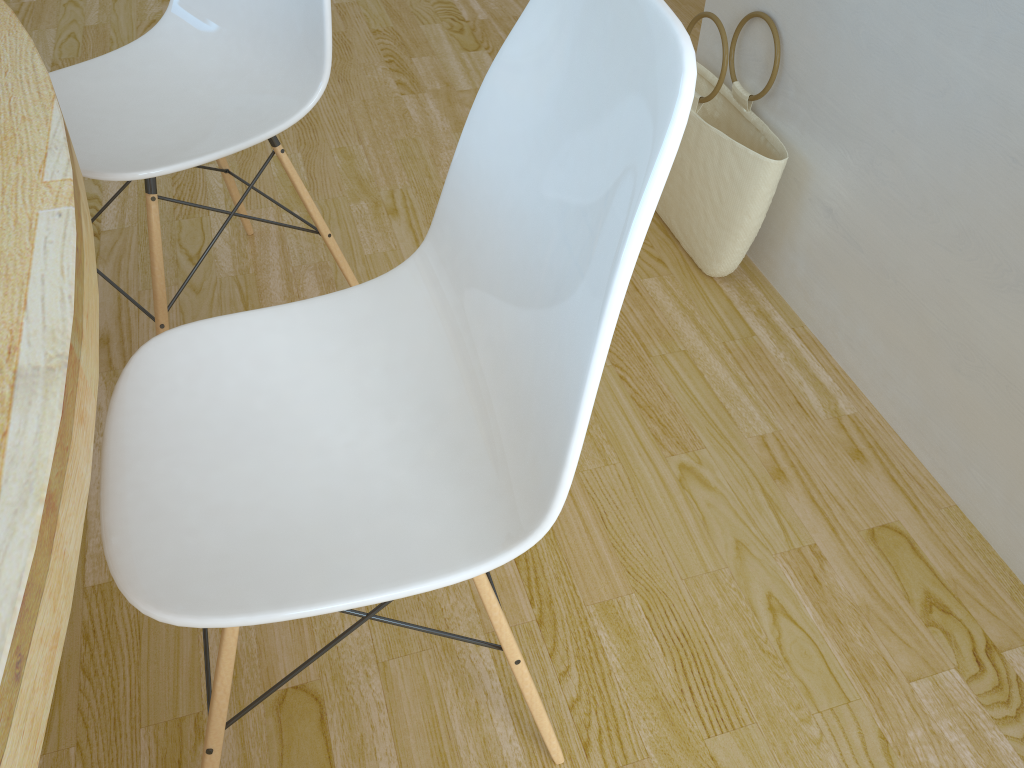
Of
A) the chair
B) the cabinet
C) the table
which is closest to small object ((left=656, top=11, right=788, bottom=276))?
the cabinet

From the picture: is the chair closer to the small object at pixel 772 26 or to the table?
the table

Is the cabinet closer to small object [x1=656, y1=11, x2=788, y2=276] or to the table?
small object [x1=656, y1=11, x2=788, y2=276]

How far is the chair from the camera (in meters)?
1.28

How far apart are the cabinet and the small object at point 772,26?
0.0 meters

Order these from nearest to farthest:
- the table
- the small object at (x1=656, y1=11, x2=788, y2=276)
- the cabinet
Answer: the table → the cabinet → the small object at (x1=656, y1=11, x2=788, y2=276)

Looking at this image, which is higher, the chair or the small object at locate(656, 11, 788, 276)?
the chair

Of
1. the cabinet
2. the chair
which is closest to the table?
the chair

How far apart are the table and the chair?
0.25m

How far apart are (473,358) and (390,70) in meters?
1.8
